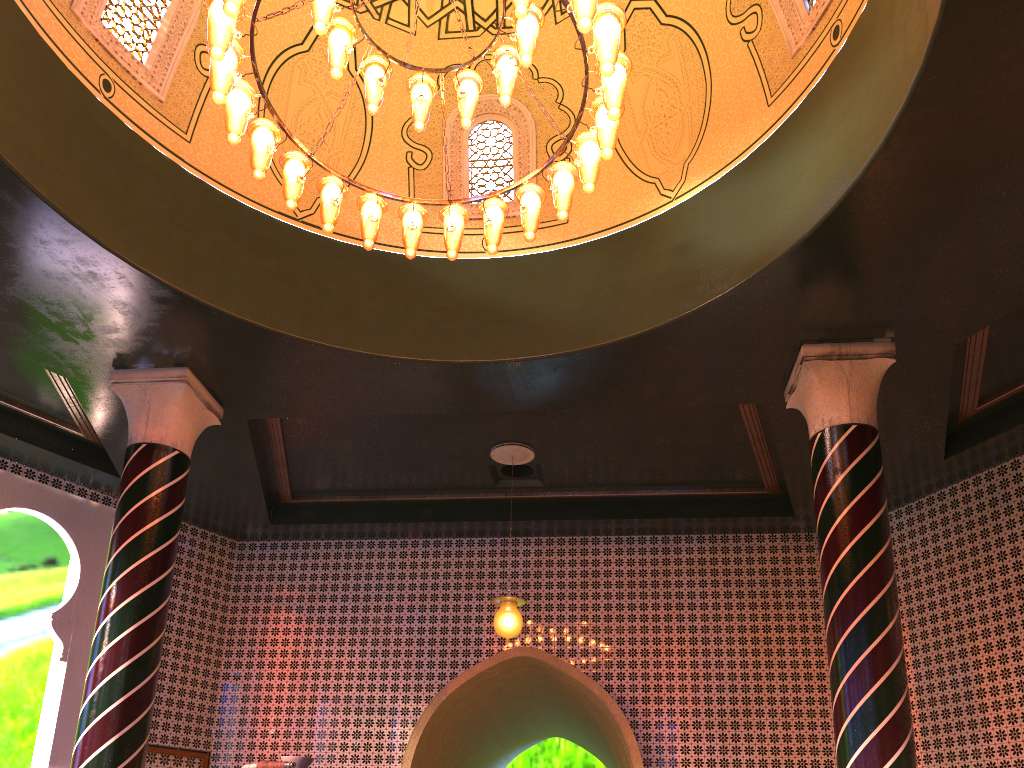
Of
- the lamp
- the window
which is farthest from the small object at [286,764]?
the window

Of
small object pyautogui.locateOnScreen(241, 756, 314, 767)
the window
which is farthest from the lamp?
small object pyautogui.locateOnScreen(241, 756, 314, 767)

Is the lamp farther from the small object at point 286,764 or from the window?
the small object at point 286,764

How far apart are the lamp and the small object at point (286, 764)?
3.8 meters

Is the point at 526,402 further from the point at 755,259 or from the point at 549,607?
the point at 549,607

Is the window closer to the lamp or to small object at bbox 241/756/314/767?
the lamp

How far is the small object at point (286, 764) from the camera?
2.8m

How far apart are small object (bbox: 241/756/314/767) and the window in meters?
6.3

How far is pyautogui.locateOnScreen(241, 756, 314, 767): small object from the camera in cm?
277

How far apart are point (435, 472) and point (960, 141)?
6.9 meters
